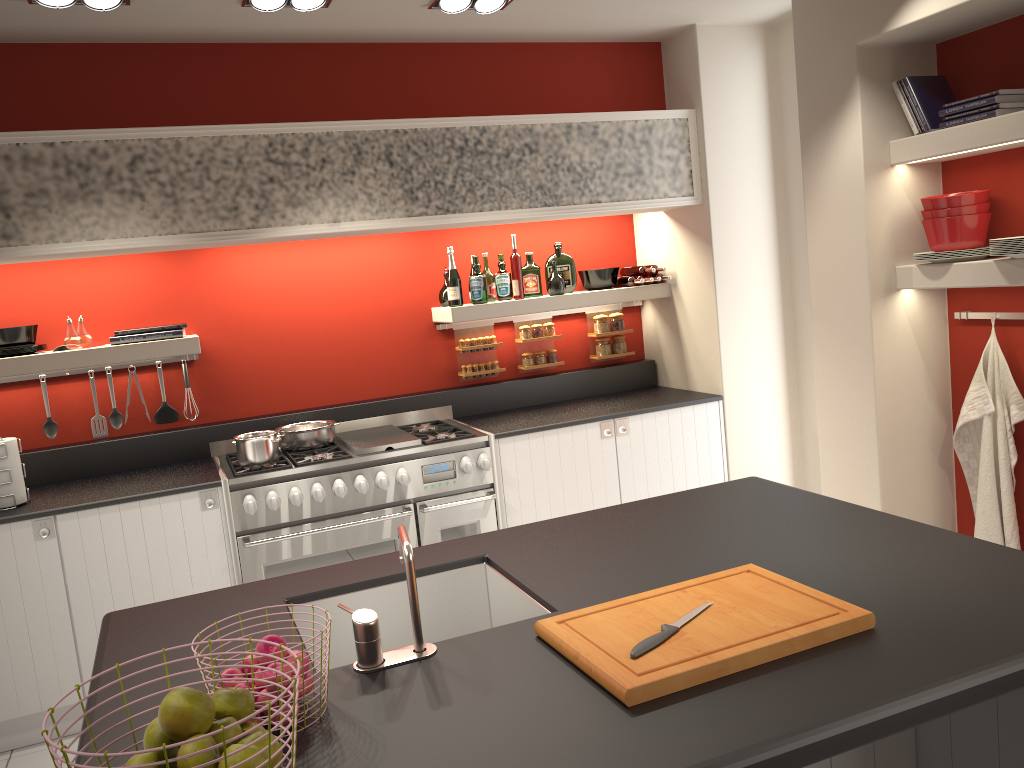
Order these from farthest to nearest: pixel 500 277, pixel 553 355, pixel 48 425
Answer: pixel 553 355 < pixel 500 277 < pixel 48 425

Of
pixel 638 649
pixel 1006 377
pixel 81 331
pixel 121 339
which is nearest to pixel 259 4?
pixel 121 339

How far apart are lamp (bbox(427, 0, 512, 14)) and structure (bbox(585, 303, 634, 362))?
2.0m

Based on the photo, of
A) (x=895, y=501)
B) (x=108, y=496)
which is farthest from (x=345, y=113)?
(x=895, y=501)

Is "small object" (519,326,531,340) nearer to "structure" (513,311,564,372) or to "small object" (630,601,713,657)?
"structure" (513,311,564,372)

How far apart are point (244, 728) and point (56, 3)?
3.12m

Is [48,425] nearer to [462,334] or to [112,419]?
[112,419]

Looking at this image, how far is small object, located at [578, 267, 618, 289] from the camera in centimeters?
521cm

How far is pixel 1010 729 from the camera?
2.11m

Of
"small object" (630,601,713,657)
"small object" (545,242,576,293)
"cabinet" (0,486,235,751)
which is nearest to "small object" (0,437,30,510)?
"cabinet" (0,486,235,751)
